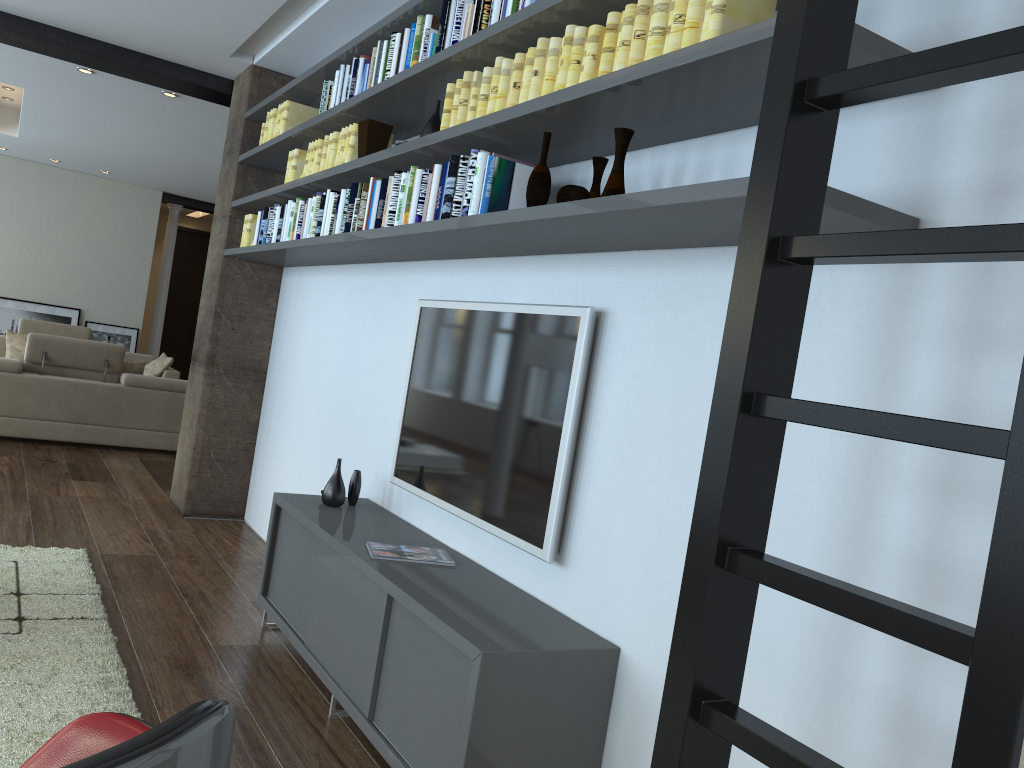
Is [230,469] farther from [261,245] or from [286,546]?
[286,546]

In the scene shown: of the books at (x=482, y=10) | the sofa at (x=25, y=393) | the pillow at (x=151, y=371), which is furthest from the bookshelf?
the pillow at (x=151, y=371)

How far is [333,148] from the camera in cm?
429

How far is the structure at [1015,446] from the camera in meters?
1.1 m

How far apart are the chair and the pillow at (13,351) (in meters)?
7.28

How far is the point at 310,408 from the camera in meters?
5.1

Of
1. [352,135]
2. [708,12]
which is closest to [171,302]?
[352,135]

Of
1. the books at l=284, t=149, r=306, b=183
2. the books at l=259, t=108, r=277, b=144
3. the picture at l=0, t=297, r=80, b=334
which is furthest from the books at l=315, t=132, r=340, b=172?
the picture at l=0, t=297, r=80, b=334

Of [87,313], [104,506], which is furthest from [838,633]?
[87,313]

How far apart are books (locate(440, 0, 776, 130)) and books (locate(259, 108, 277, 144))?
2.4m
